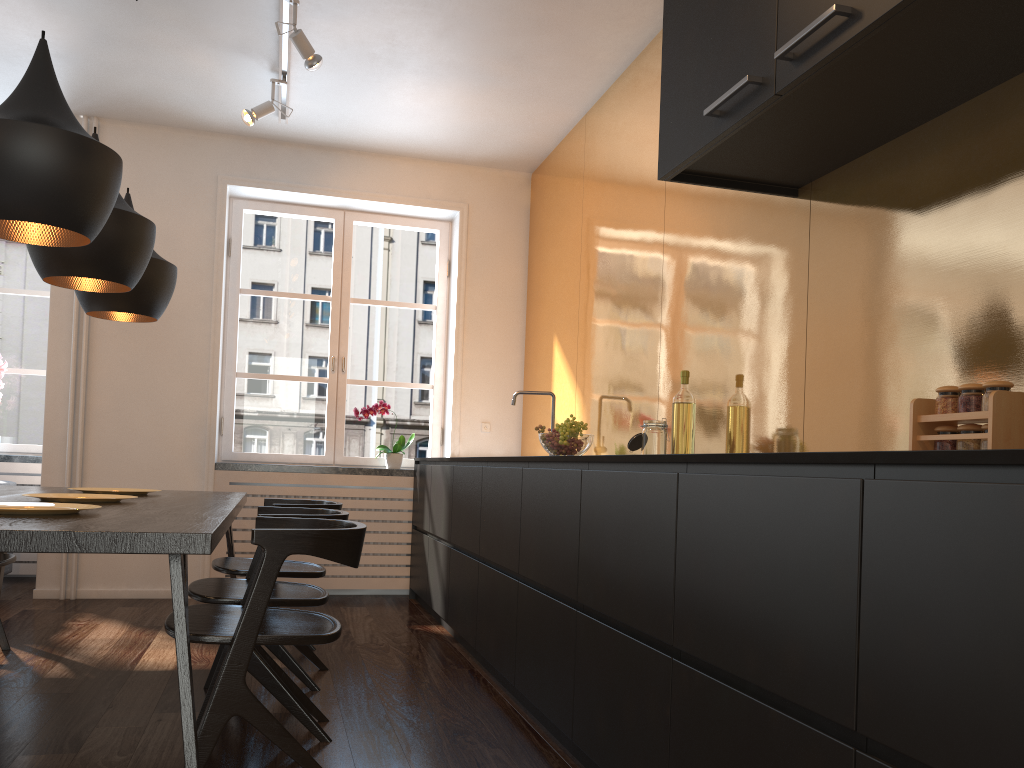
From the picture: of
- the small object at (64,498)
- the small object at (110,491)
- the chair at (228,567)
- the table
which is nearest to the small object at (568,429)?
the chair at (228,567)

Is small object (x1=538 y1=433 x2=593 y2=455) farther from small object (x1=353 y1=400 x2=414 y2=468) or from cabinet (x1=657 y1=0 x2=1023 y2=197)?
small object (x1=353 y1=400 x2=414 y2=468)

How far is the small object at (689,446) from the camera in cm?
320

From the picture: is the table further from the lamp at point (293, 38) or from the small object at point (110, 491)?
the lamp at point (293, 38)

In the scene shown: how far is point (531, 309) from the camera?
5.7m

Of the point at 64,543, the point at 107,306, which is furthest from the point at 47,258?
the point at 64,543

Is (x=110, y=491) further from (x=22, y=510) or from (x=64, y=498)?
(x=22, y=510)

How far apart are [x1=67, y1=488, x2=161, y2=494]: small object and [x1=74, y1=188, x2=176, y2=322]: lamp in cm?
72

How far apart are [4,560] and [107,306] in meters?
1.1

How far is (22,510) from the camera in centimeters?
219cm
